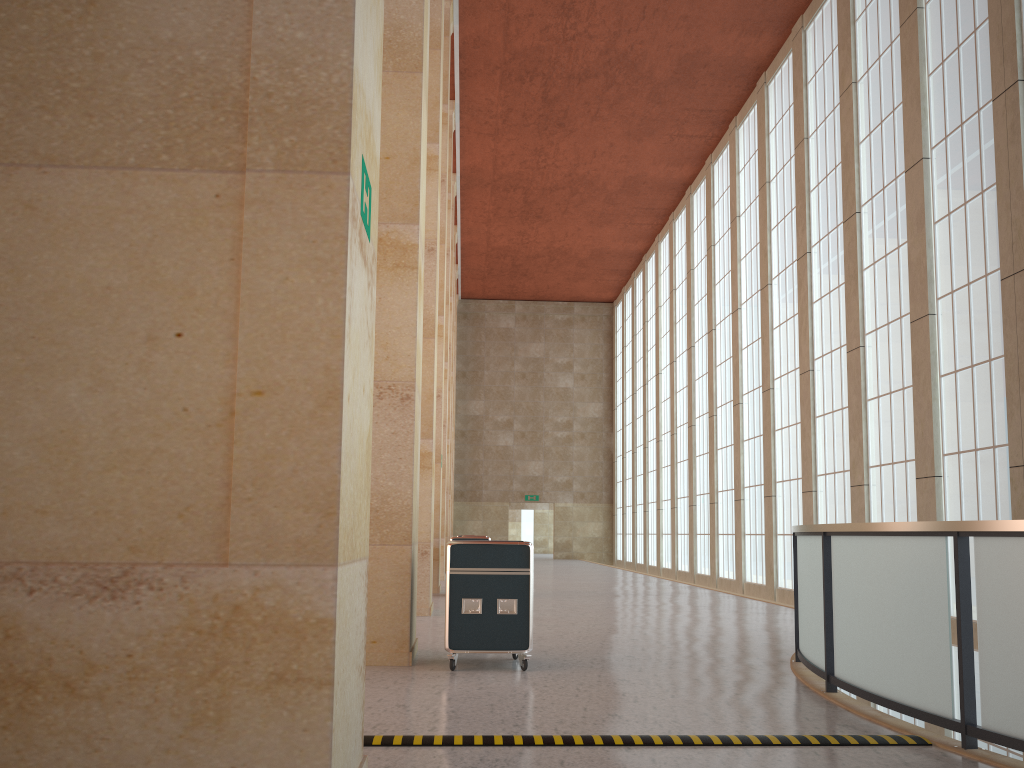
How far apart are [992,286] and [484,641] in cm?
1276

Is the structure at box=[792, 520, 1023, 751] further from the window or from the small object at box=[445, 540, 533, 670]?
the window

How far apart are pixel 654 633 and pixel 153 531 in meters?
11.4 m

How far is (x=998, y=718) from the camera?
6.4 meters

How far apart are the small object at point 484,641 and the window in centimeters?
1044cm

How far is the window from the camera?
17.15m

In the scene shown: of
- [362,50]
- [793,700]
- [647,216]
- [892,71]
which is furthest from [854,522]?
[647,216]

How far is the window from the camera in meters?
17.1 m

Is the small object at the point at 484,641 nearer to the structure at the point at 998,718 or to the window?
the structure at the point at 998,718

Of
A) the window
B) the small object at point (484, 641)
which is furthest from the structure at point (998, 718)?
the window
